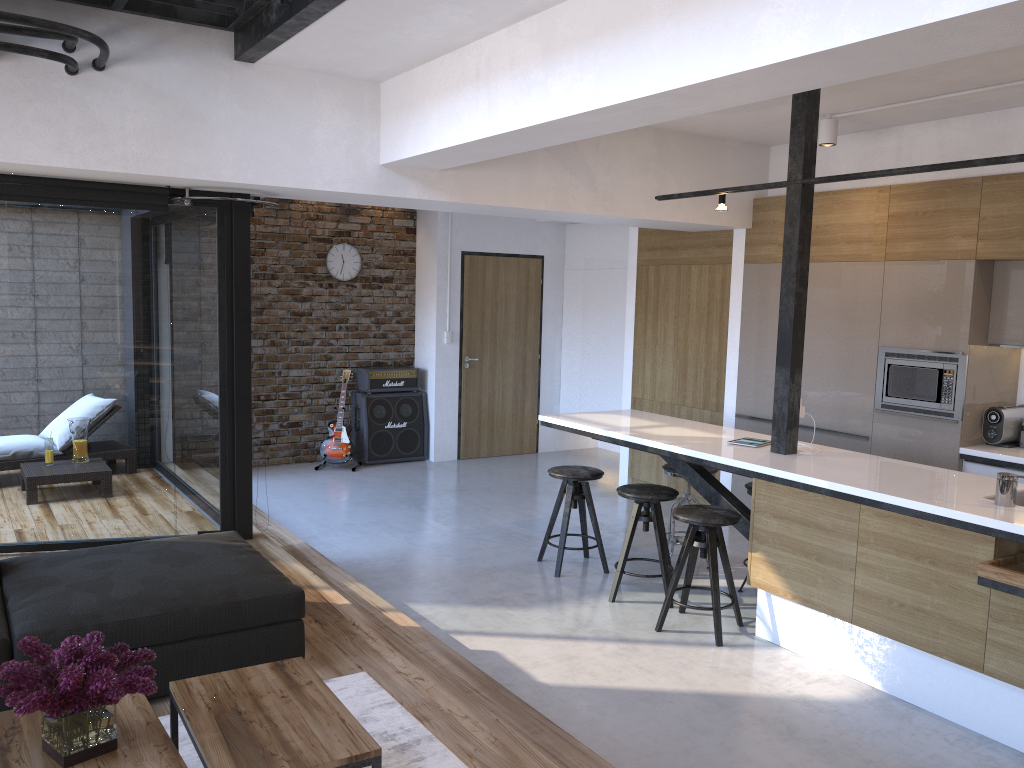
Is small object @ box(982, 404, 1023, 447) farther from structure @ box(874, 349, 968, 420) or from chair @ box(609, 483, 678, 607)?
chair @ box(609, 483, 678, 607)

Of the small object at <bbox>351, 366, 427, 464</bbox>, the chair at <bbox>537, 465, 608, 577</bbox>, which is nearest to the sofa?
the chair at <bbox>537, 465, 608, 577</bbox>

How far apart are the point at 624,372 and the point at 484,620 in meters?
3.7

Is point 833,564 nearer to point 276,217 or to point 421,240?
point 421,240

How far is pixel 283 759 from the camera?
2.2 meters

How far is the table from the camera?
2.2m

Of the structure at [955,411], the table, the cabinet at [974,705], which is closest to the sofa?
the table

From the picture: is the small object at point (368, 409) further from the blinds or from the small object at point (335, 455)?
the blinds

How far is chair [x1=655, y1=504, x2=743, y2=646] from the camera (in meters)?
4.42

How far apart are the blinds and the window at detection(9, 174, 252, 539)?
0.10m
